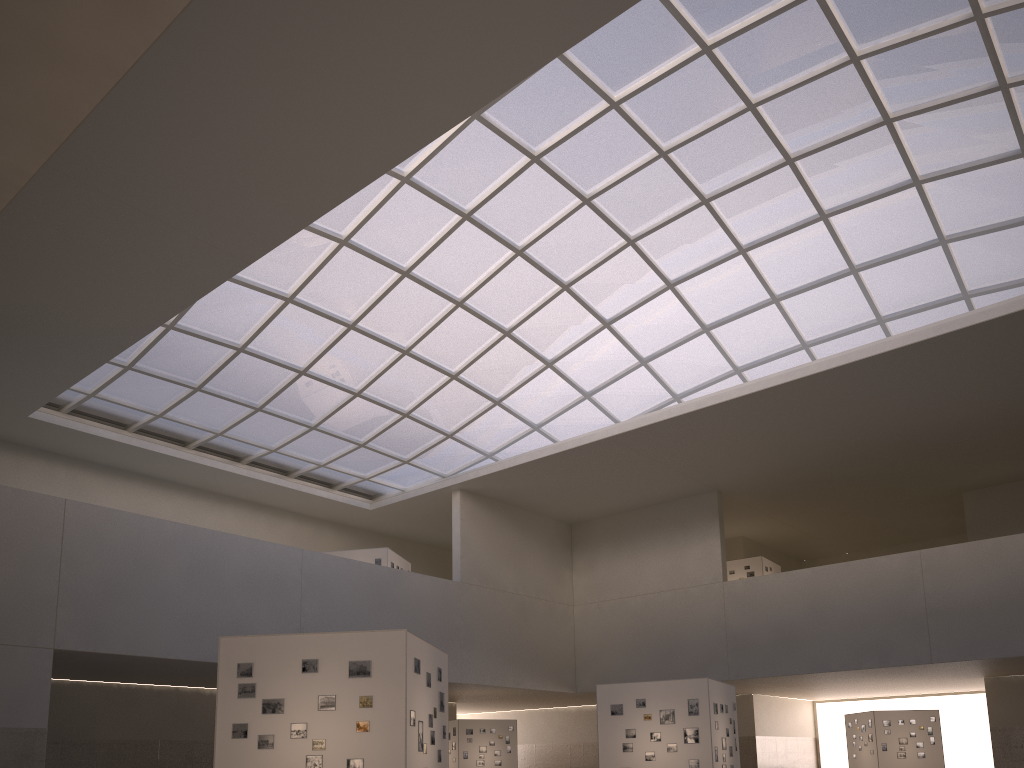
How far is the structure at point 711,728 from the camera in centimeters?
3094cm

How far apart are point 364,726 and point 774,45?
30.0m

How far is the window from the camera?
35.27m

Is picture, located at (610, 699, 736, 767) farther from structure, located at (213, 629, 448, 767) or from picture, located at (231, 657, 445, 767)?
picture, located at (231, 657, 445, 767)

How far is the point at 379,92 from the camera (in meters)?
26.53

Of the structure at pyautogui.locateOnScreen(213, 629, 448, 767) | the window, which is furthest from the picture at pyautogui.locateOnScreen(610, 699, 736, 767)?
the window

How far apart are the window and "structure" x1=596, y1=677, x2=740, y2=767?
17.8m

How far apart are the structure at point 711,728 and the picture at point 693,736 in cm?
20

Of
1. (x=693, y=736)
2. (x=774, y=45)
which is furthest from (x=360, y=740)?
(x=774, y=45)

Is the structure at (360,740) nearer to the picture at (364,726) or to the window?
the picture at (364,726)
